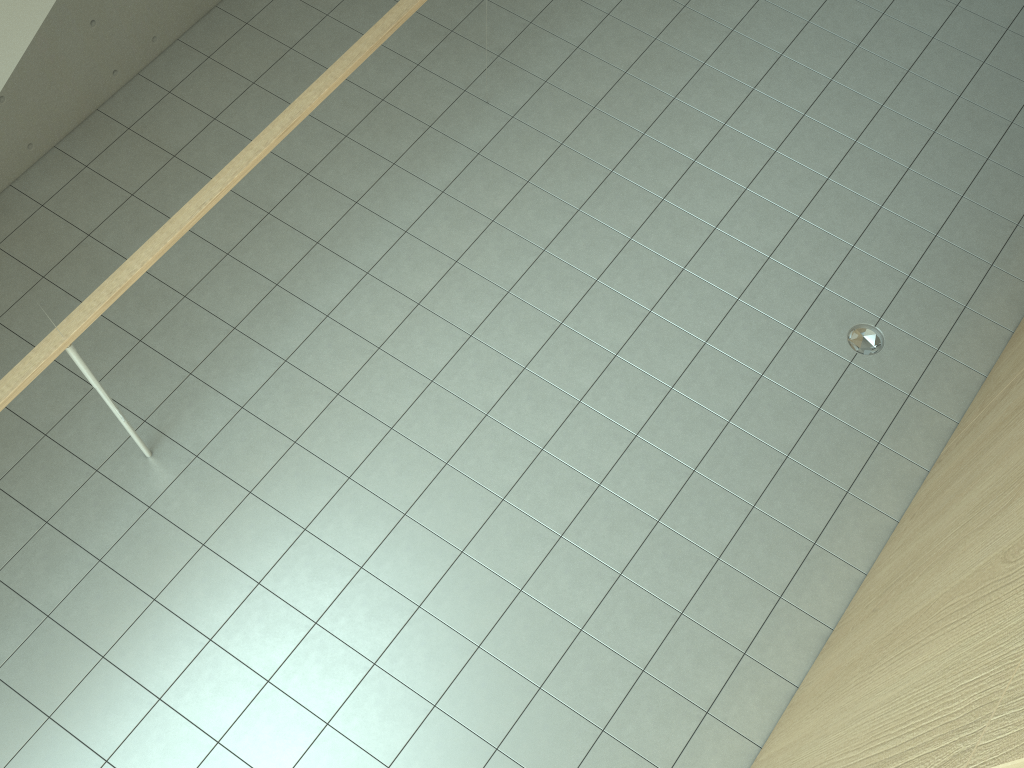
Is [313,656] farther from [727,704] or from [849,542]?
[849,542]

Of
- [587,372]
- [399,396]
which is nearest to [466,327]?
[399,396]

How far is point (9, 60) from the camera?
2.81m

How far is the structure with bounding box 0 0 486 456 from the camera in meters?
2.8 m

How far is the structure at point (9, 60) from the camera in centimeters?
281cm
